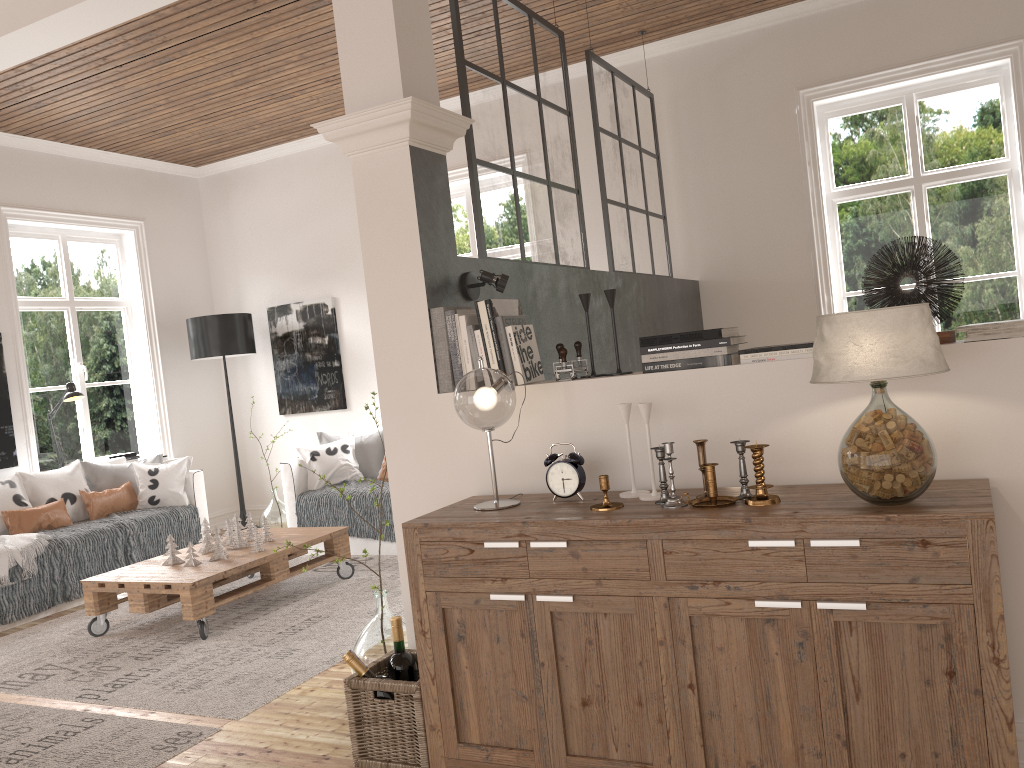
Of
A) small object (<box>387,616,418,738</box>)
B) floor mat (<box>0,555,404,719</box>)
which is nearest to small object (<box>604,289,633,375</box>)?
small object (<box>387,616,418,738</box>)

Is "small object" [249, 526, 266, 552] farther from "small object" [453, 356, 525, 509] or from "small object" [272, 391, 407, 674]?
"small object" [453, 356, 525, 509]

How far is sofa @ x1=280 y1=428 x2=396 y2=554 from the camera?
5.7m

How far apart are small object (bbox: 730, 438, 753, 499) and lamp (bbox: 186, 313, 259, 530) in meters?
5.4 m

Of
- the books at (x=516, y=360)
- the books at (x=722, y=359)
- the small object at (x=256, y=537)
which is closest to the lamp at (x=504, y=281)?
the books at (x=516, y=360)

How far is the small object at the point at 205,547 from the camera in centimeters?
481cm

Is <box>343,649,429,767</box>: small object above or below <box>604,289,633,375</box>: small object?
below

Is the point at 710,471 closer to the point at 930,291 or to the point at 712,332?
the point at 712,332

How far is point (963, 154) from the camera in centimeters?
524cm

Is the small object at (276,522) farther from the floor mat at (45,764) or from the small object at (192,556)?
the floor mat at (45,764)
